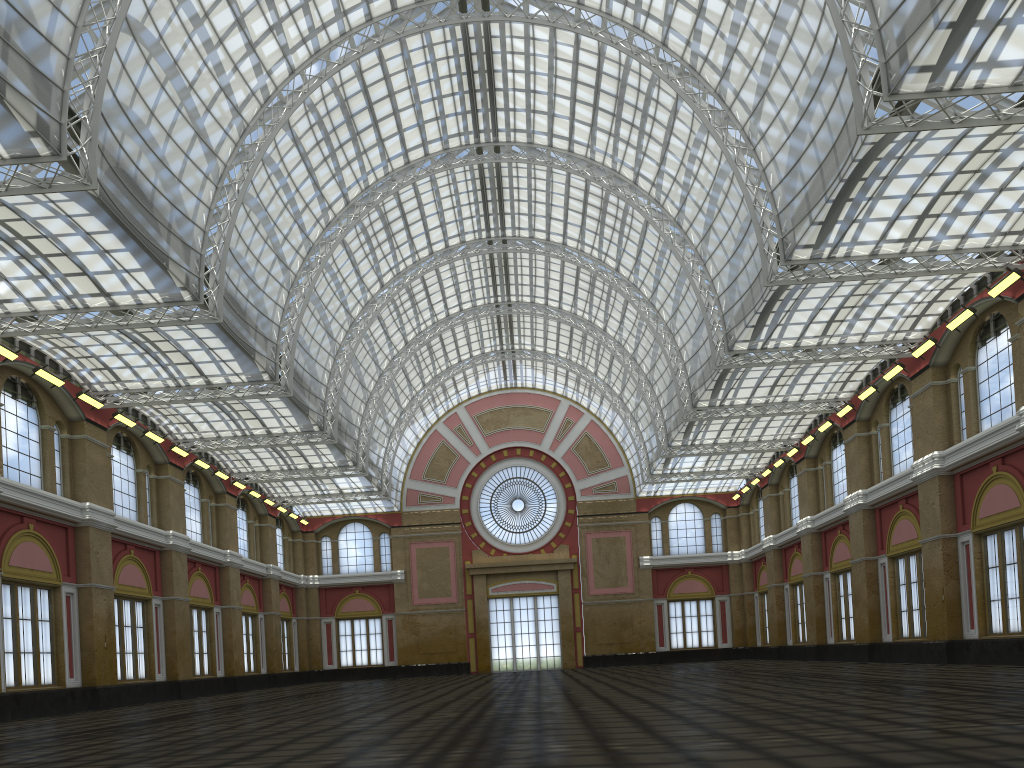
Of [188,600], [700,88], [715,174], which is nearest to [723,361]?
[715,174]
